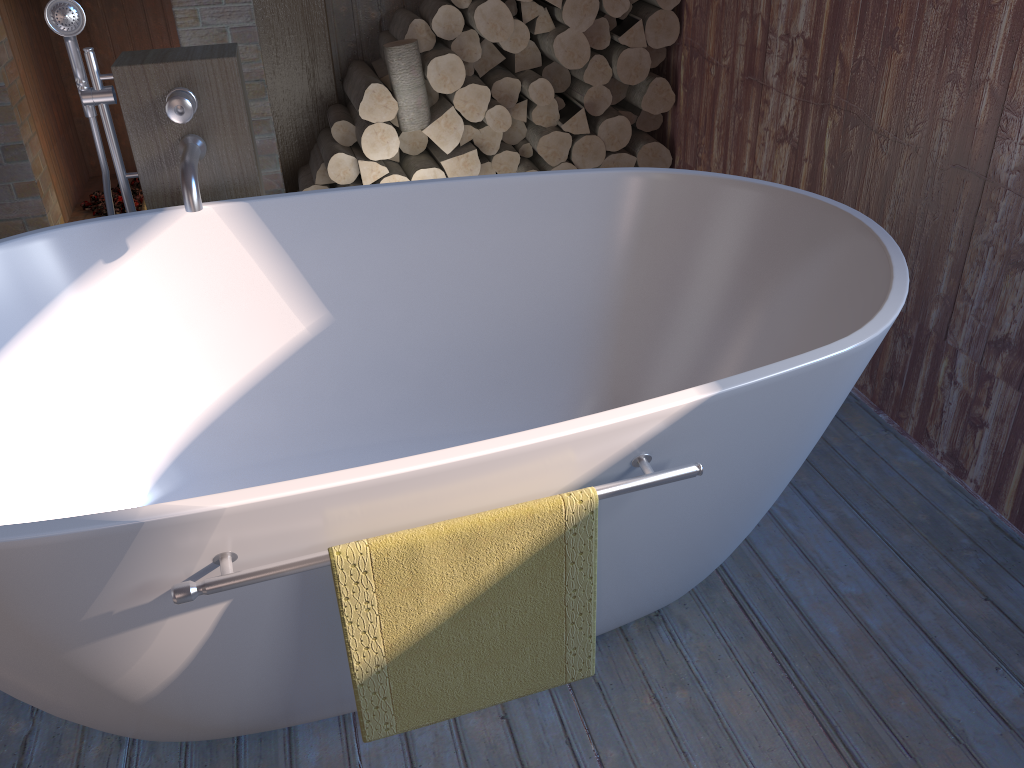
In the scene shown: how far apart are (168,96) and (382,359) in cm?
77

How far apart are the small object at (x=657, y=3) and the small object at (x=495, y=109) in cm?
66

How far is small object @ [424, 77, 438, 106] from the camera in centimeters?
326cm

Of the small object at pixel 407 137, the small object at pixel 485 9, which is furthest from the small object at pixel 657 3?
the small object at pixel 407 137

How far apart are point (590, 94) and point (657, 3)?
0.38m

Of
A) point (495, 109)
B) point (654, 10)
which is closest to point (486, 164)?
point (495, 109)

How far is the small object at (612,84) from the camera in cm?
341

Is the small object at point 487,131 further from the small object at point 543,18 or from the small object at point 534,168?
the small object at point 543,18

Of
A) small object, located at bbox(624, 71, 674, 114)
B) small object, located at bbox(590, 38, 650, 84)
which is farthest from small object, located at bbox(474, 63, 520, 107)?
small object, located at bbox(624, 71, 674, 114)

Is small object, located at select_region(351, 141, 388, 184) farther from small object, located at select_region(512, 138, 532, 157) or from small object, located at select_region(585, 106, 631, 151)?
small object, located at select_region(585, 106, 631, 151)
